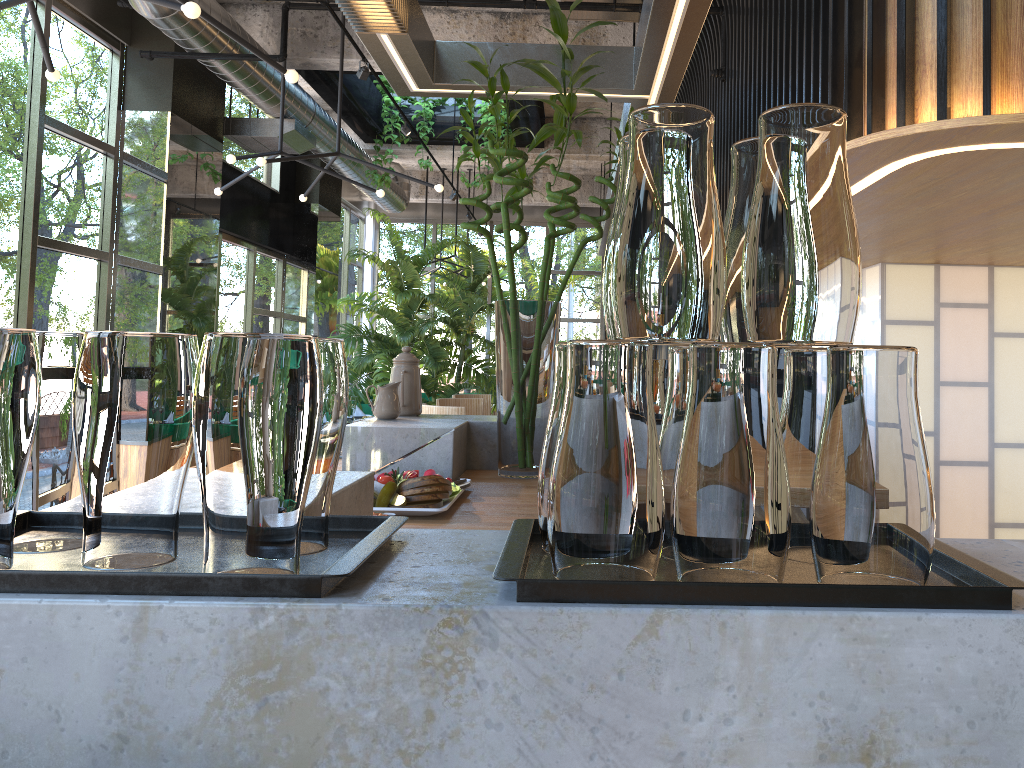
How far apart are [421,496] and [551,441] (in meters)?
1.14

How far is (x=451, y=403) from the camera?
6.4 meters

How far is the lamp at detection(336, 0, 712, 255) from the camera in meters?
2.3 m

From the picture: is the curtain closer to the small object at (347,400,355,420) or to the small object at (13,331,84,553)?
the small object at (347,400,355,420)

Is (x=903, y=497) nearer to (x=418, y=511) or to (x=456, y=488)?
(x=418, y=511)

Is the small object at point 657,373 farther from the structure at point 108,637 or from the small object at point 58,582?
the small object at point 58,582

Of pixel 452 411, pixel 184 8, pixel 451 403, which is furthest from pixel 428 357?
pixel 184 8

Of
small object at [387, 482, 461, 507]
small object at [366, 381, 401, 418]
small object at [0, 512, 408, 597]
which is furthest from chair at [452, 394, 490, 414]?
Answer: small object at [0, 512, 408, 597]

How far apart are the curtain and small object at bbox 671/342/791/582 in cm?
1119

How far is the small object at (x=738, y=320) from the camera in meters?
0.9 m
